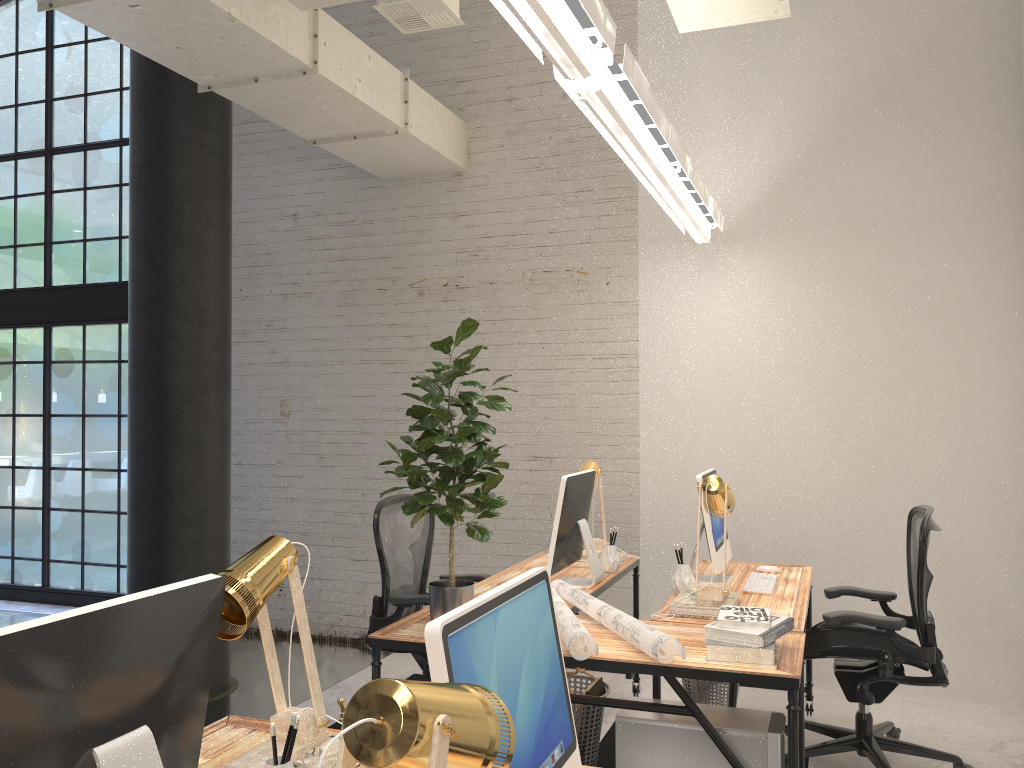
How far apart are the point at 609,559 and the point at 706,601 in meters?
0.9

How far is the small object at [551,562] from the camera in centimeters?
364cm

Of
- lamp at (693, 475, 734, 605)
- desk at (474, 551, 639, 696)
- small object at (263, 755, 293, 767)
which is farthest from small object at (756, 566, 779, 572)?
small object at (263, 755, 293, 767)

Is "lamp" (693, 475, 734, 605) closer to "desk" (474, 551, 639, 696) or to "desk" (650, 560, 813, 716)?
"desk" (650, 560, 813, 716)

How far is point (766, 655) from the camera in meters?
2.6

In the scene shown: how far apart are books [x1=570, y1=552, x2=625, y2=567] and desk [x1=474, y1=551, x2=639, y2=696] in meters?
0.1 m

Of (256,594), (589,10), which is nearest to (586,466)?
(589,10)

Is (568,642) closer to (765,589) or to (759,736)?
(759,736)

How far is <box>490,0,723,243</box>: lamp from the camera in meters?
2.1 m

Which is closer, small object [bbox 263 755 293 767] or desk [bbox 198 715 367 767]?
small object [bbox 263 755 293 767]
